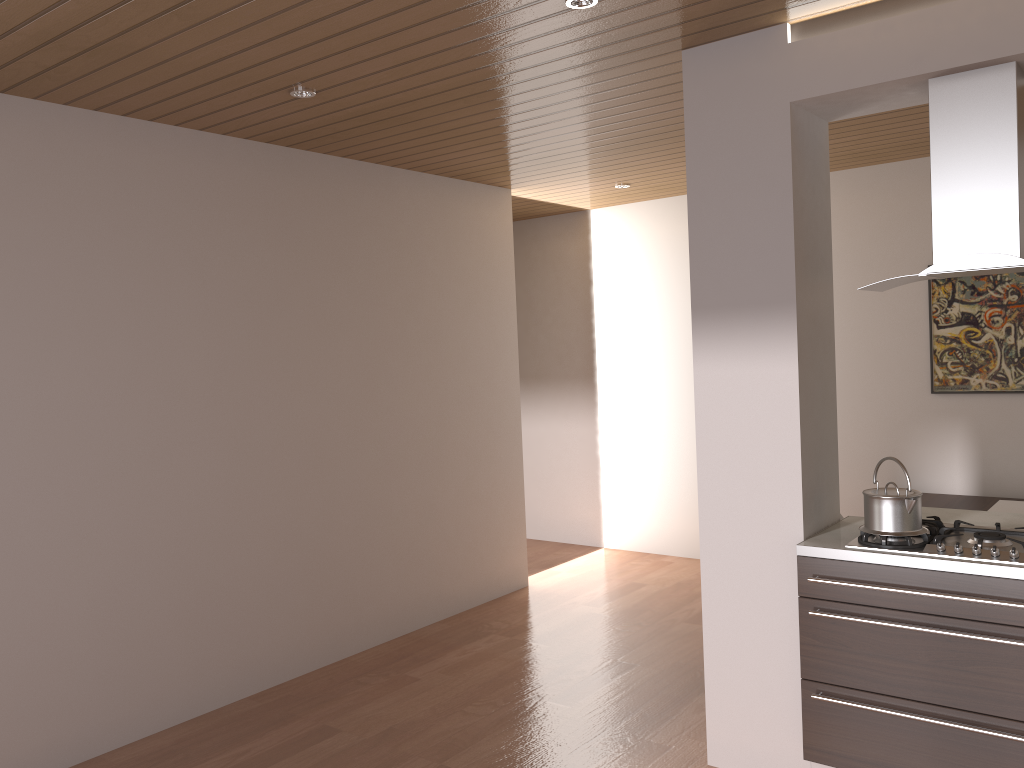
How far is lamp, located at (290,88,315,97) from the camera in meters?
3.6 m

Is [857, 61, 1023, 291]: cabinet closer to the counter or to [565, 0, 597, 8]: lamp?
the counter

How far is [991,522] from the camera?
3.95m

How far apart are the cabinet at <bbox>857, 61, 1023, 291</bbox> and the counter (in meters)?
0.88

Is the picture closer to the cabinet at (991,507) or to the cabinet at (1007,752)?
the cabinet at (991,507)

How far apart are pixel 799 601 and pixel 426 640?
2.5 meters

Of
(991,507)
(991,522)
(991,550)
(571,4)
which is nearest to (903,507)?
(991,550)

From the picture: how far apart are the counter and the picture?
2.5m

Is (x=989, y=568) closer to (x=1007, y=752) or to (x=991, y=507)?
(x=1007, y=752)

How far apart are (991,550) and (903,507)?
0.29m
